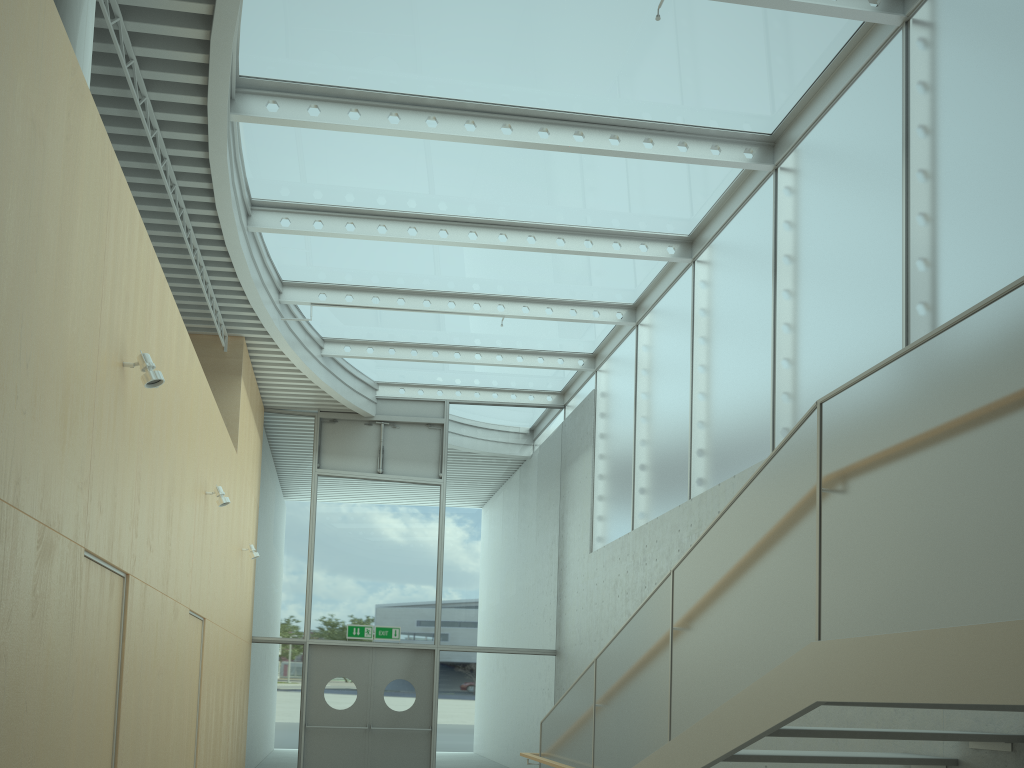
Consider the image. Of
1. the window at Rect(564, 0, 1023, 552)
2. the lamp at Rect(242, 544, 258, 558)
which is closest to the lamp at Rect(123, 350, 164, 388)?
the window at Rect(564, 0, 1023, 552)

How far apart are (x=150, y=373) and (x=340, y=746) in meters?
8.8

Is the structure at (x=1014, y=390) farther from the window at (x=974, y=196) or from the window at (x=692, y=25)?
the window at (x=692, y=25)

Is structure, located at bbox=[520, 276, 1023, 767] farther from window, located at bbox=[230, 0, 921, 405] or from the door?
the door

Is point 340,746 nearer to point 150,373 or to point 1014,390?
point 150,373

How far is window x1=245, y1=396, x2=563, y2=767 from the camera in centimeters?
1240cm

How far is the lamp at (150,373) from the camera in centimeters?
487cm

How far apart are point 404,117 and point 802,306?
3.8 meters

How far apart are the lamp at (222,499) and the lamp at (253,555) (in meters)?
3.09

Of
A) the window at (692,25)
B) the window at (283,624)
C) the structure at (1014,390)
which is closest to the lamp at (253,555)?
the window at (283,624)
